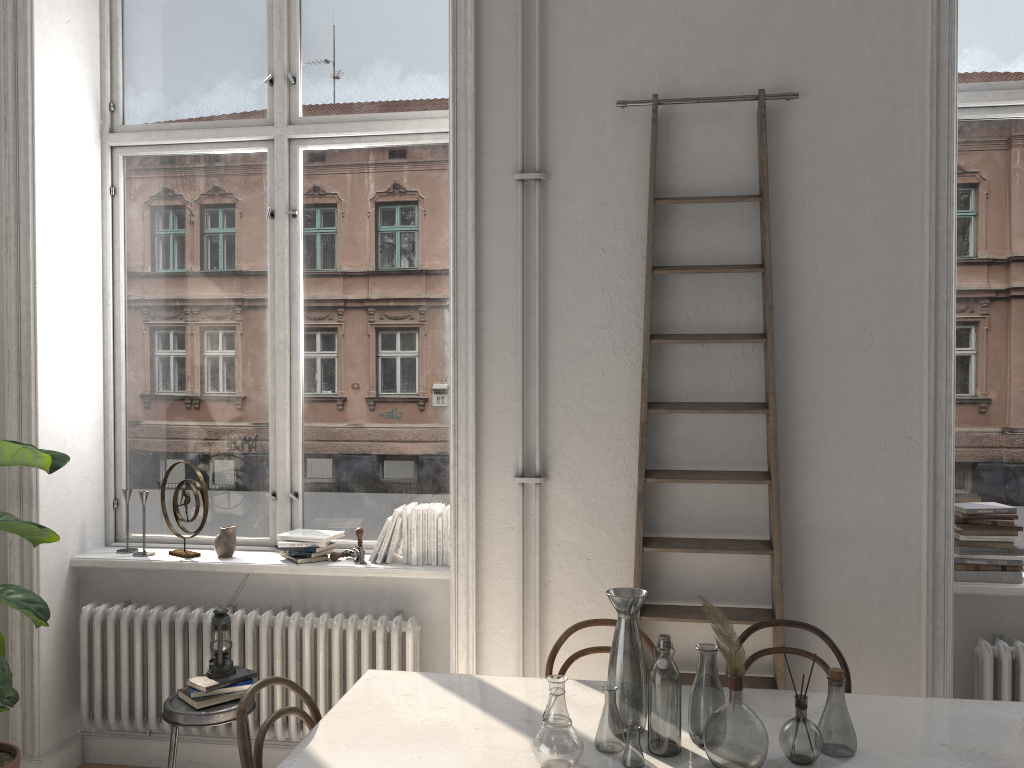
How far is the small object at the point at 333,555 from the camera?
3.9m

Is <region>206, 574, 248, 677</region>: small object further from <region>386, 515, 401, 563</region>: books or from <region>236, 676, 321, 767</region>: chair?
<region>236, 676, 321, 767</region>: chair

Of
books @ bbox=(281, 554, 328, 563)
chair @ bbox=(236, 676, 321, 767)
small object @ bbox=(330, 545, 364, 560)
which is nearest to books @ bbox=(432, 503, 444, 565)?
small object @ bbox=(330, 545, 364, 560)

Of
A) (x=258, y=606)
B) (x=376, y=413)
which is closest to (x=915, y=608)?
(x=376, y=413)

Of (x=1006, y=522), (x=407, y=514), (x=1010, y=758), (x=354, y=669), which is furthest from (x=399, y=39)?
(x=1010, y=758)

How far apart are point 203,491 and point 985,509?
3.2 meters

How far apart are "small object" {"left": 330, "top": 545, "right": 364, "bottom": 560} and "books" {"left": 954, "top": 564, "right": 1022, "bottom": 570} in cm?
247

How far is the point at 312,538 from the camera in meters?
3.8 m

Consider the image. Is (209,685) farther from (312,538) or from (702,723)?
(702,723)

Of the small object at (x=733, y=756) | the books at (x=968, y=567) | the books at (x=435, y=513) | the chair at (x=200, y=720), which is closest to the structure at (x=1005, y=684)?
the books at (x=968, y=567)
